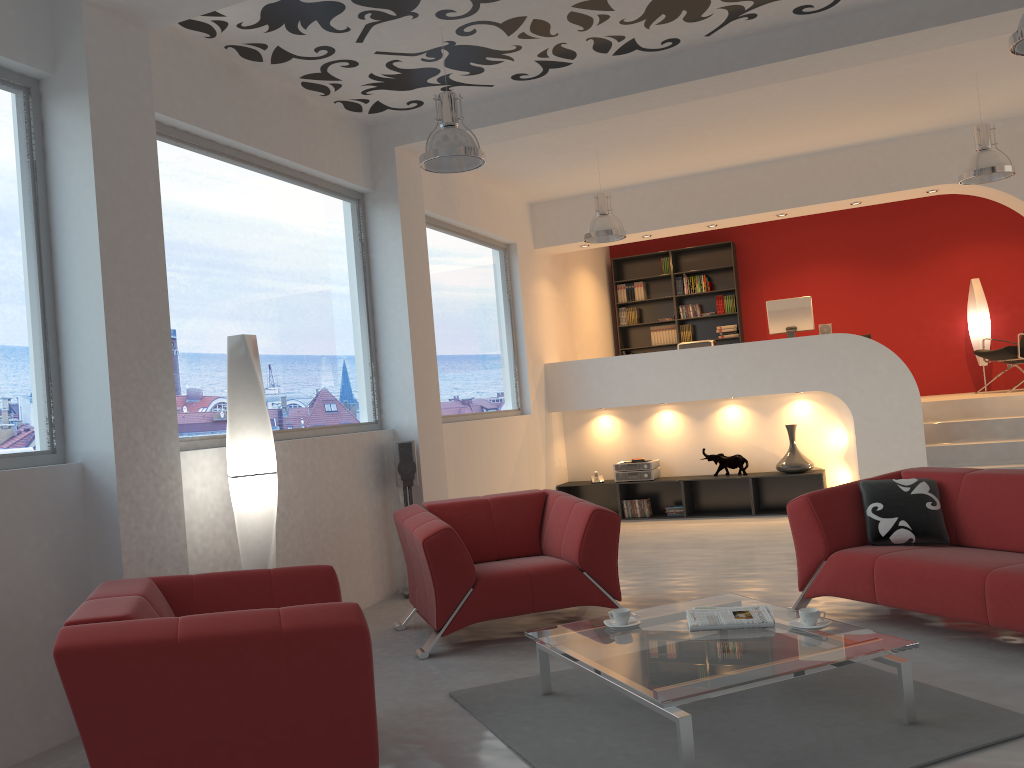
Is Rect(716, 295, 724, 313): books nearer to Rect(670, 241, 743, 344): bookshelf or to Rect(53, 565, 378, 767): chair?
Rect(670, 241, 743, 344): bookshelf

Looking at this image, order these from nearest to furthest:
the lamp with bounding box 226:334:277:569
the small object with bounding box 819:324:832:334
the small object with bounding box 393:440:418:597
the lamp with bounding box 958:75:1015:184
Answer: the lamp with bounding box 226:334:277:569 < the small object with bounding box 393:440:418:597 < the lamp with bounding box 958:75:1015:184 < the small object with bounding box 819:324:832:334

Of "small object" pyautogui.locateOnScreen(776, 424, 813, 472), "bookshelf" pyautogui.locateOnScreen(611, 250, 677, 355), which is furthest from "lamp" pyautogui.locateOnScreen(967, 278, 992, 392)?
"bookshelf" pyautogui.locateOnScreen(611, 250, 677, 355)

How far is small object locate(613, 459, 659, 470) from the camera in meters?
9.3 m

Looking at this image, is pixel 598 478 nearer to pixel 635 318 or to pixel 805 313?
pixel 805 313

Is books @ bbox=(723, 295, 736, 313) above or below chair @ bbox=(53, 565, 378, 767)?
above

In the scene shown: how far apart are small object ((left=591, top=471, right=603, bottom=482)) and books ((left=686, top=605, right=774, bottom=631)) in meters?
5.7 m

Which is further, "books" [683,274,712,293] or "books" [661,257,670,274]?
"books" [661,257,670,274]

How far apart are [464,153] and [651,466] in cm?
520

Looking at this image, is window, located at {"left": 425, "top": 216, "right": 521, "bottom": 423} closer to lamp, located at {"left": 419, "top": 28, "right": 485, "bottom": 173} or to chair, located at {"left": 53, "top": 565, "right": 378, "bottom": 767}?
lamp, located at {"left": 419, "top": 28, "right": 485, "bottom": 173}
